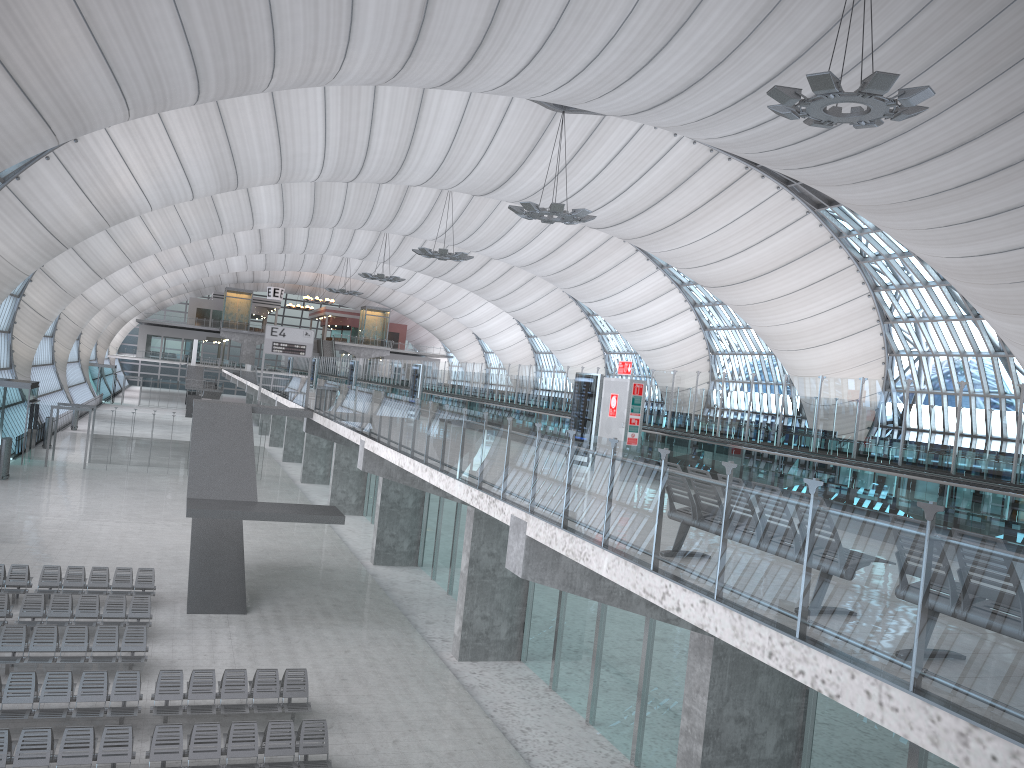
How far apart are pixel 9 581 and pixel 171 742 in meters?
10.7 m

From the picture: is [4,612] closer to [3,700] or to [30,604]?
[30,604]

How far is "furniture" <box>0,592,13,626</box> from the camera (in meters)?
18.80

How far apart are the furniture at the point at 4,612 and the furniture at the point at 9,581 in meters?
1.5

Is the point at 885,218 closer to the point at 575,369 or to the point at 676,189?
the point at 676,189

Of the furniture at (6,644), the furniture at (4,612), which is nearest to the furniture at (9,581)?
the furniture at (4,612)

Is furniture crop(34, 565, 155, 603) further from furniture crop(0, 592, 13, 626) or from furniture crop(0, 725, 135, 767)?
furniture crop(0, 725, 135, 767)

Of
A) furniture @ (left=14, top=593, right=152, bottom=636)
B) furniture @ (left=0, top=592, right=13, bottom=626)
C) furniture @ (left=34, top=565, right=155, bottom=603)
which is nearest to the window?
furniture @ (left=34, top=565, right=155, bottom=603)

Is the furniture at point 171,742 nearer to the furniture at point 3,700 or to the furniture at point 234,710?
the furniture at point 234,710

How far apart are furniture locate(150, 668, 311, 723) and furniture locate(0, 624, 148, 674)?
1.31m
